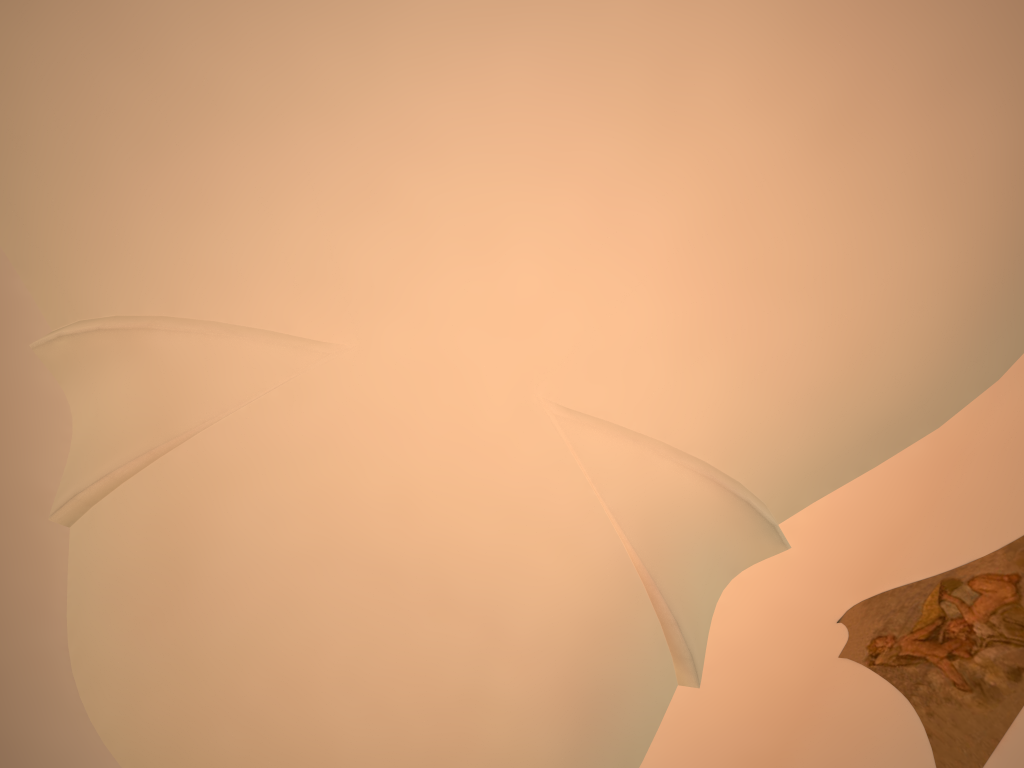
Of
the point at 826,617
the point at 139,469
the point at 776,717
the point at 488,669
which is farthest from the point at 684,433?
the point at 139,469

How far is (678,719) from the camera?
6.6 meters
